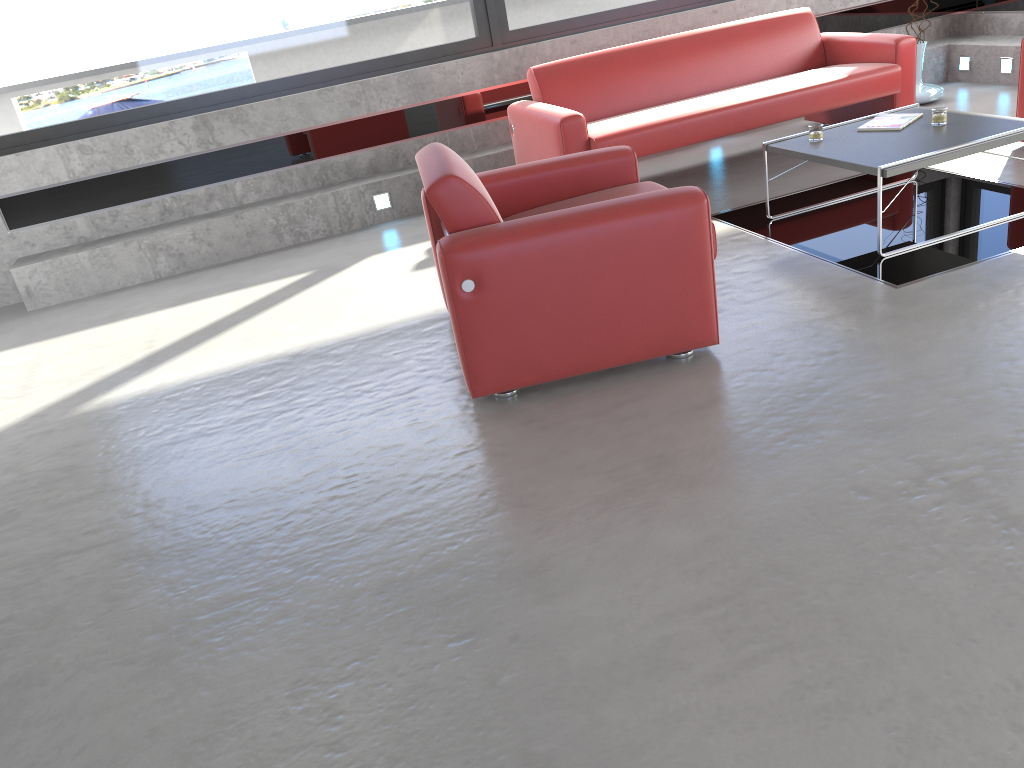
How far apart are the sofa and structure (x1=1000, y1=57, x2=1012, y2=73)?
1.6 meters

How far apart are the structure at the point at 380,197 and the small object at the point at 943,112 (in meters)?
3.62

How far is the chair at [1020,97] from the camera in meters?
5.3

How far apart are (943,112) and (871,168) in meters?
0.8

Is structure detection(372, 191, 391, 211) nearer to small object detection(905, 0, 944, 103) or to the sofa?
the sofa

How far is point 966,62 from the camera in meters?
7.4 m

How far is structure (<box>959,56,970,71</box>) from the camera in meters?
7.4 m

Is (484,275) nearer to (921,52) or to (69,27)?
(69,27)

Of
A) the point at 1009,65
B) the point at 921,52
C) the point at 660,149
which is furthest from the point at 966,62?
the point at 660,149

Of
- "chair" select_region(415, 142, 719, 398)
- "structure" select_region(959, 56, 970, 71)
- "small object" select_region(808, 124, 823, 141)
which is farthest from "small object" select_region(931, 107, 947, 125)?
"structure" select_region(959, 56, 970, 71)
